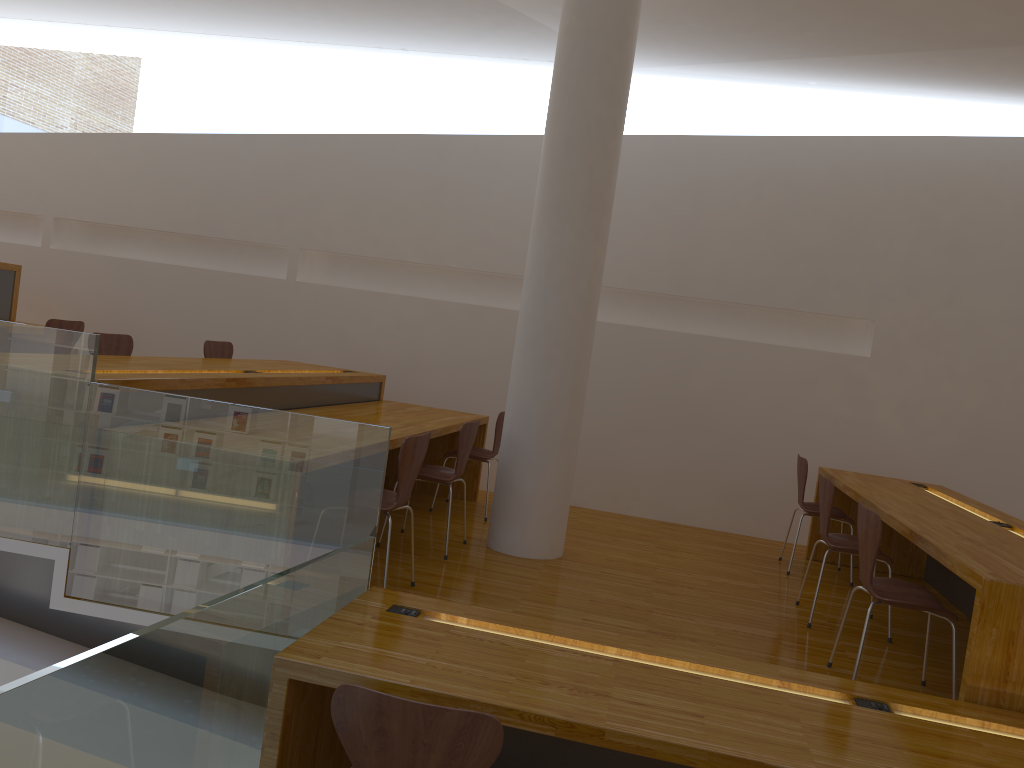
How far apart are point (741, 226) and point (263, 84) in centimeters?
394cm

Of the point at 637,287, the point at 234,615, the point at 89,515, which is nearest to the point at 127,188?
the point at 637,287

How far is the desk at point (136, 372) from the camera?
3.78m

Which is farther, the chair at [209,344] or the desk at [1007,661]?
the chair at [209,344]

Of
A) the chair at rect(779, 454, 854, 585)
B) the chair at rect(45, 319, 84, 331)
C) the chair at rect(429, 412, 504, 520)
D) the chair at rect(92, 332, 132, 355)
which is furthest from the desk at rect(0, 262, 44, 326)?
the chair at rect(779, 454, 854, 585)

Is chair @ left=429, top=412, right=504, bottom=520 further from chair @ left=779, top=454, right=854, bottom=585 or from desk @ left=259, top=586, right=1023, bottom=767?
desk @ left=259, top=586, right=1023, bottom=767

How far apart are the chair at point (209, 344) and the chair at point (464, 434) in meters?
2.0

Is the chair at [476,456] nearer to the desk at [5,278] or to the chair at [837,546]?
the chair at [837,546]

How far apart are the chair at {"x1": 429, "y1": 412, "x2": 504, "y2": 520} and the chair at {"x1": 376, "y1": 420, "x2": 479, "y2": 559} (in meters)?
0.76

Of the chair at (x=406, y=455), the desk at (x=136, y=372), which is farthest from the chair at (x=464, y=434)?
the chair at (x=406, y=455)
